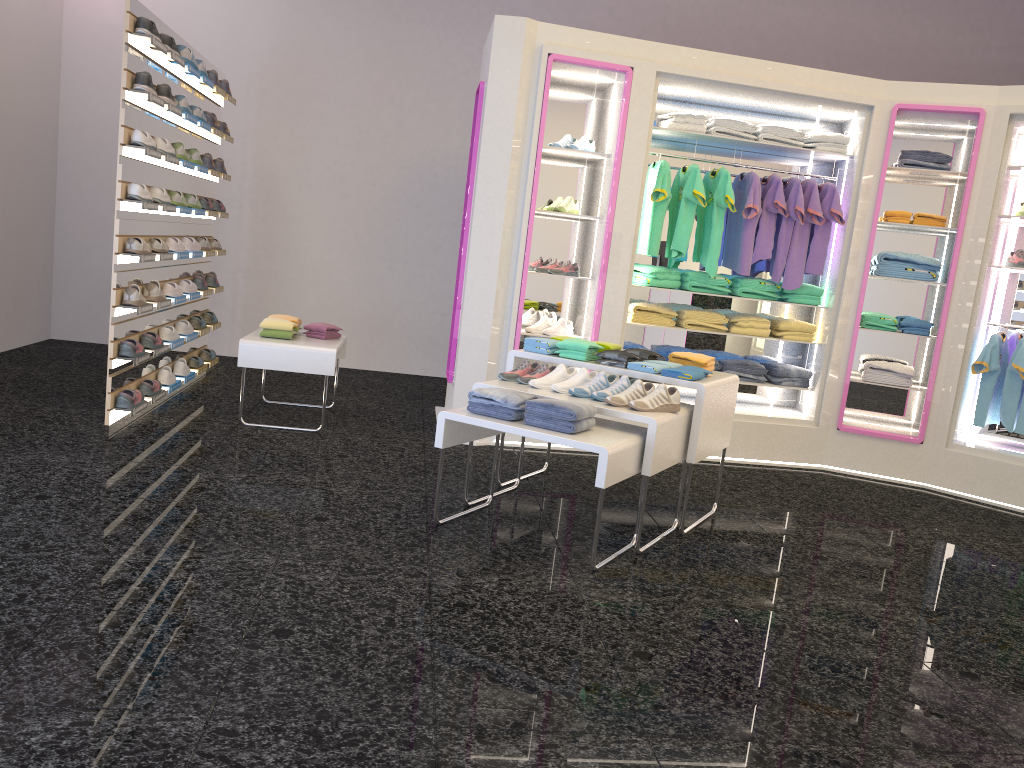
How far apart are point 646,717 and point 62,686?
1.63m

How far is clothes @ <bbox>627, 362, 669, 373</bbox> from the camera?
4.4m

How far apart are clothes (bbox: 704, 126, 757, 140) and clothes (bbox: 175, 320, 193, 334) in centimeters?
401cm

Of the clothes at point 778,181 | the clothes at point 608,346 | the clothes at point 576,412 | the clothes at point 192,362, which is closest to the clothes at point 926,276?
the clothes at point 778,181

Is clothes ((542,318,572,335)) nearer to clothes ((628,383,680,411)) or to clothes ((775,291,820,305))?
clothes ((775,291,820,305))

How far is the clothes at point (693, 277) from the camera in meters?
6.3

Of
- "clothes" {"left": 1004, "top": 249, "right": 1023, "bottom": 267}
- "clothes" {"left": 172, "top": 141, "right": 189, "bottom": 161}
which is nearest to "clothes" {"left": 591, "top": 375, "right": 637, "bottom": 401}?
"clothes" {"left": 1004, "top": 249, "right": 1023, "bottom": 267}

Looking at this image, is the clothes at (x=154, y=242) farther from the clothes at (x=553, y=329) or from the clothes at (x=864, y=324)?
the clothes at (x=864, y=324)

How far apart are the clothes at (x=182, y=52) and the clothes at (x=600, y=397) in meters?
3.7

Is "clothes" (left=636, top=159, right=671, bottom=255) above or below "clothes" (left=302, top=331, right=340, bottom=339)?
above
